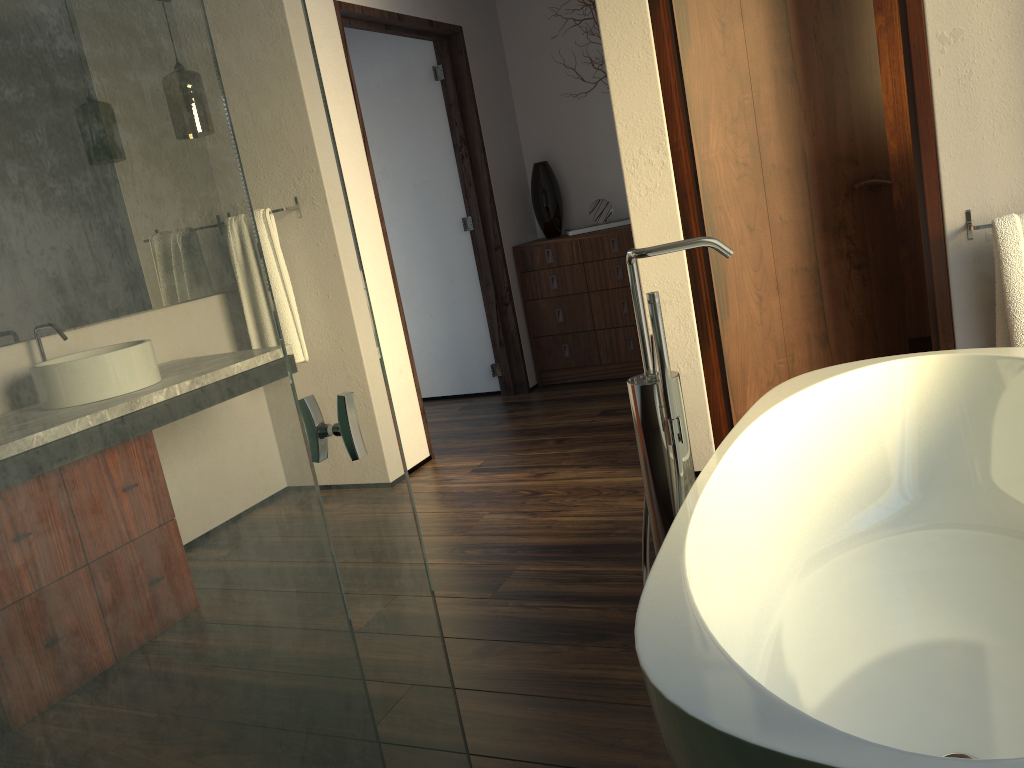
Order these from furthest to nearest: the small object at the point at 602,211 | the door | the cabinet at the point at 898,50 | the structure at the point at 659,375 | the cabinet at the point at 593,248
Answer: the small object at the point at 602,211 < the cabinet at the point at 593,248 < the cabinet at the point at 898,50 < the door < the structure at the point at 659,375

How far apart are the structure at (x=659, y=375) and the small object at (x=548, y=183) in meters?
3.2

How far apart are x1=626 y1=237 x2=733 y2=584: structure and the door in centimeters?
117cm

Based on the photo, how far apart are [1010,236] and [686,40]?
1.12m

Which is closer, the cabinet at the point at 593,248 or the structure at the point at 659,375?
the structure at the point at 659,375

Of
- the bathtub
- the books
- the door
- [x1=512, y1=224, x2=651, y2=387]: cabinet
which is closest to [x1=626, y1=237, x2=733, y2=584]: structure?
the bathtub

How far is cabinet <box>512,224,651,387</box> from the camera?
4.6m

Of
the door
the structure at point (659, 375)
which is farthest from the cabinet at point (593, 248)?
the structure at point (659, 375)

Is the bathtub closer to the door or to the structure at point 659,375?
the structure at point 659,375

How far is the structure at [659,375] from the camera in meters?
1.6 m
